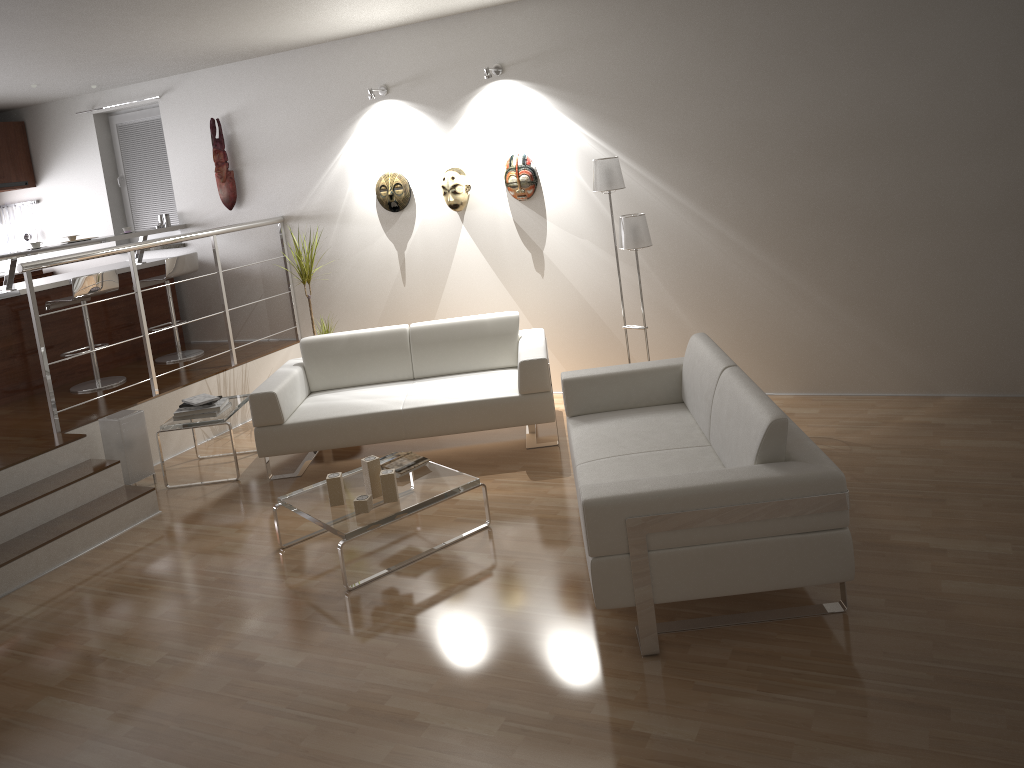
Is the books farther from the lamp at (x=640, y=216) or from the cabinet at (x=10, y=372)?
the lamp at (x=640, y=216)

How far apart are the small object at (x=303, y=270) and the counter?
1.7 meters

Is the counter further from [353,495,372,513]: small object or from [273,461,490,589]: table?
[353,495,372,513]: small object

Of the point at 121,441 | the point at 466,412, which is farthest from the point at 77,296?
the point at 466,412

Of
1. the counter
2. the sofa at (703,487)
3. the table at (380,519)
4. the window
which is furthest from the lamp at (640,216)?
the window

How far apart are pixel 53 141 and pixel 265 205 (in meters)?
2.54

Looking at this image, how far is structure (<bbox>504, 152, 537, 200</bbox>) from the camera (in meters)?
6.01

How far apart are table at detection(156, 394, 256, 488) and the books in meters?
0.0 m

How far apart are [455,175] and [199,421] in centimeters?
242cm

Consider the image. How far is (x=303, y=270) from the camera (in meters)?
6.43
